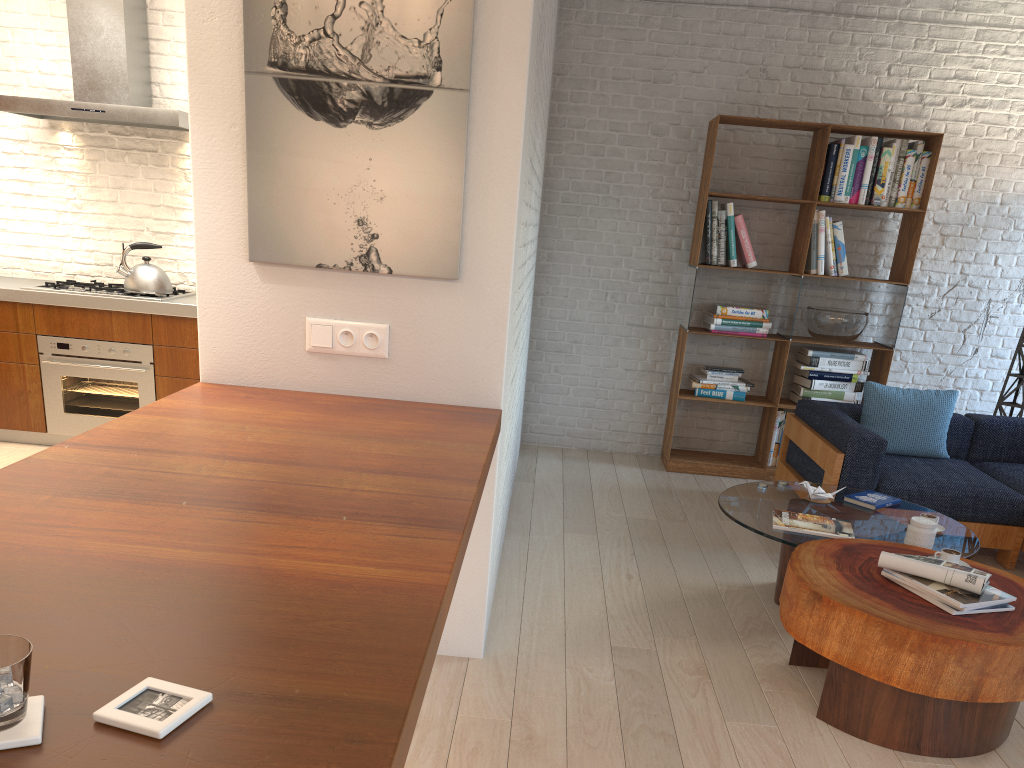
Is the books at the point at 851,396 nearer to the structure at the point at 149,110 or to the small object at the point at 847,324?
the small object at the point at 847,324

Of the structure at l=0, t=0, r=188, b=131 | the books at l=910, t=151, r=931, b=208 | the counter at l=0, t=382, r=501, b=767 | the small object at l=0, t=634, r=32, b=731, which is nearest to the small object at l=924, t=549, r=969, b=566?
the counter at l=0, t=382, r=501, b=767

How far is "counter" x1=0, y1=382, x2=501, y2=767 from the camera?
1.0m

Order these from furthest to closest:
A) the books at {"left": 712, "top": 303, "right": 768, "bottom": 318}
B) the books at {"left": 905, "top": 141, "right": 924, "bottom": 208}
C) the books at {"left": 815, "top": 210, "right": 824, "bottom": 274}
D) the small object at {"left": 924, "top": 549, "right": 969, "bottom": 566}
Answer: the books at {"left": 712, "top": 303, "right": 768, "bottom": 318} < the books at {"left": 815, "top": 210, "right": 824, "bottom": 274} < the books at {"left": 905, "top": 141, "right": 924, "bottom": 208} < the small object at {"left": 924, "top": 549, "right": 969, "bottom": 566}

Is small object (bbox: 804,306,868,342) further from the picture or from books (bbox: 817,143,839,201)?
the picture

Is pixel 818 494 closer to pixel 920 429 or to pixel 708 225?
pixel 920 429

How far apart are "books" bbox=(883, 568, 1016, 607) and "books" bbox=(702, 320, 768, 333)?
3.1 meters

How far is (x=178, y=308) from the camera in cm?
502

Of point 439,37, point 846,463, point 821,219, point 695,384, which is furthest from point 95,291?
point 821,219

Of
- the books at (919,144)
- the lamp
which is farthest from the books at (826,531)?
the books at (919,144)
